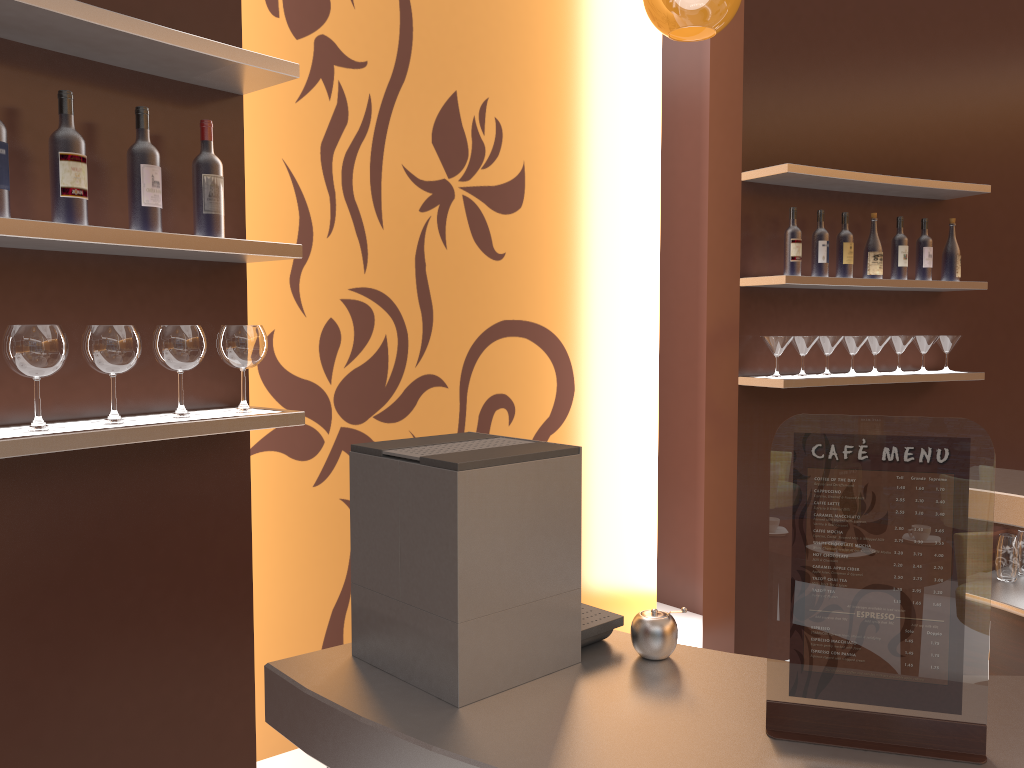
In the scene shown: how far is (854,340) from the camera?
3.9 meters

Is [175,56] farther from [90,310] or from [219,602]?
[219,602]

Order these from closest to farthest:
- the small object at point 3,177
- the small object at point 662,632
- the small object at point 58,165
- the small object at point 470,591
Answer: the small object at point 470,591 → the small object at point 662,632 → the small object at point 3,177 → the small object at point 58,165

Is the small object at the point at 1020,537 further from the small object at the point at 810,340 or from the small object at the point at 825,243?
the small object at the point at 825,243

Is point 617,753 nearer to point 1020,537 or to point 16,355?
point 16,355

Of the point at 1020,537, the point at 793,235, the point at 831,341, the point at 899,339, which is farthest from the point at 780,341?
the point at 1020,537

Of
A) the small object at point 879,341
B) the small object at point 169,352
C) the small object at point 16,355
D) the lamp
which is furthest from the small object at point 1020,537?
the small object at point 16,355

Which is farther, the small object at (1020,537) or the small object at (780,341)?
the small object at (780,341)

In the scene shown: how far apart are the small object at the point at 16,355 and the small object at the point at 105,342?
0.08m

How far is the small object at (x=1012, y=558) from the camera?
2.8m
